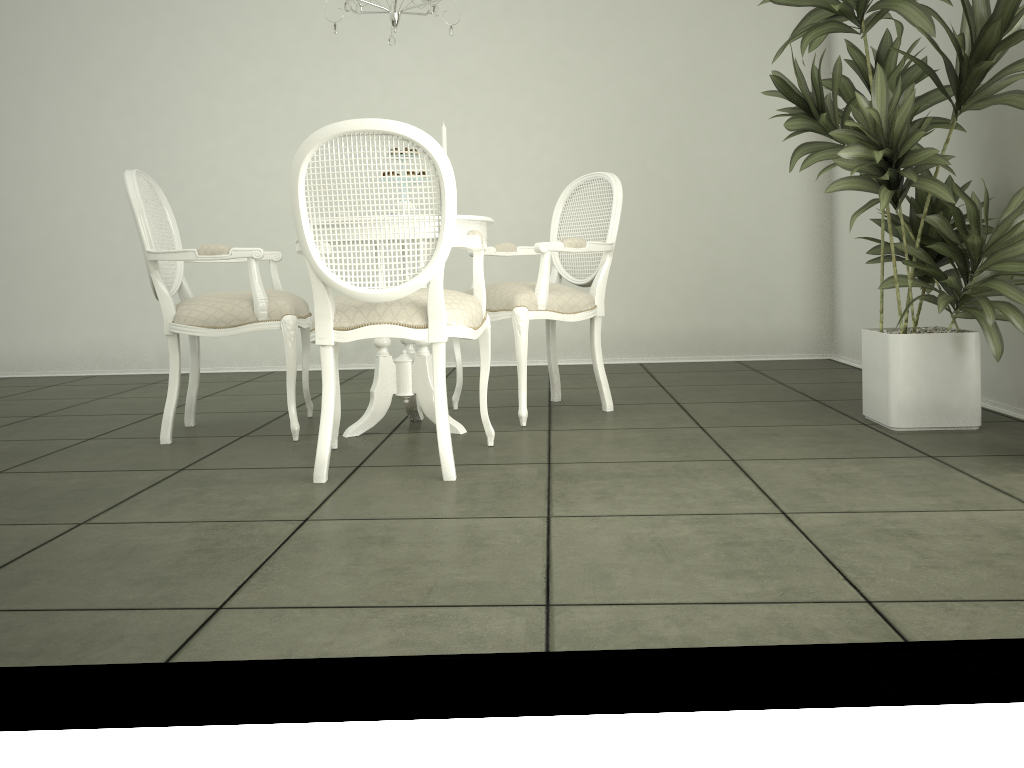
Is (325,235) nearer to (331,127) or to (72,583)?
(331,127)

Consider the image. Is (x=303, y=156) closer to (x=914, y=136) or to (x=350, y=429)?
(x=350, y=429)

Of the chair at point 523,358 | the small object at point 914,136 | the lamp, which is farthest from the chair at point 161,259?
the small object at point 914,136

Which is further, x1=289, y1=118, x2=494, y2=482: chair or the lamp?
the lamp

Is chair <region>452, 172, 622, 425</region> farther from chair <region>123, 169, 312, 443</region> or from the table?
chair <region>123, 169, 312, 443</region>

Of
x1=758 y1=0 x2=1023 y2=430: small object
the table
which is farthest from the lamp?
x1=758 y1=0 x2=1023 y2=430: small object

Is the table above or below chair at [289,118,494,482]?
below

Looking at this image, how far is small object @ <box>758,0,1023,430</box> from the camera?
2.9m

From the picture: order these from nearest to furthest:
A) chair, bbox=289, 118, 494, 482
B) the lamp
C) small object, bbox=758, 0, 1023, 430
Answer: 1. chair, bbox=289, 118, 494, 482
2. small object, bbox=758, 0, 1023, 430
3. the lamp

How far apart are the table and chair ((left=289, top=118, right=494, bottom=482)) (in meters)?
0.24
